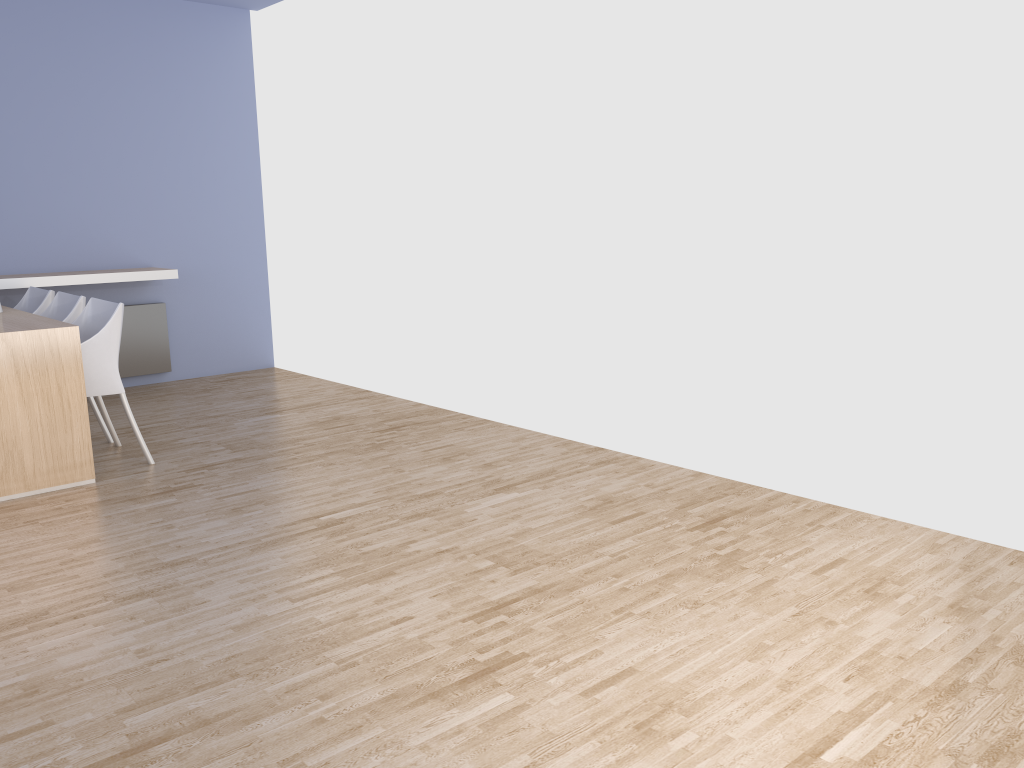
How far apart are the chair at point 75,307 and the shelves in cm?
69

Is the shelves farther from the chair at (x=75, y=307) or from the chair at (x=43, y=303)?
the chair at (x=75, y=307)

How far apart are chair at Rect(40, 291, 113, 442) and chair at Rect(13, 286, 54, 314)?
0.1 meters

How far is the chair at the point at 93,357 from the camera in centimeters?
411cm

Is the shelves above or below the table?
above

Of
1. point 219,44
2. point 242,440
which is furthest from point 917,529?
point 219,44

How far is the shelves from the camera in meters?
5.4

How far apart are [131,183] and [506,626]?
4.97m

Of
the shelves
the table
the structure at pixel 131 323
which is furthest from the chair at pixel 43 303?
the structure at pixel 131 323

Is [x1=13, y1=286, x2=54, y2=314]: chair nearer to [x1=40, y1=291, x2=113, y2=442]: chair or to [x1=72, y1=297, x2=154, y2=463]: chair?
[x1=40, y1=291, x2=113, y2=442]: chair
